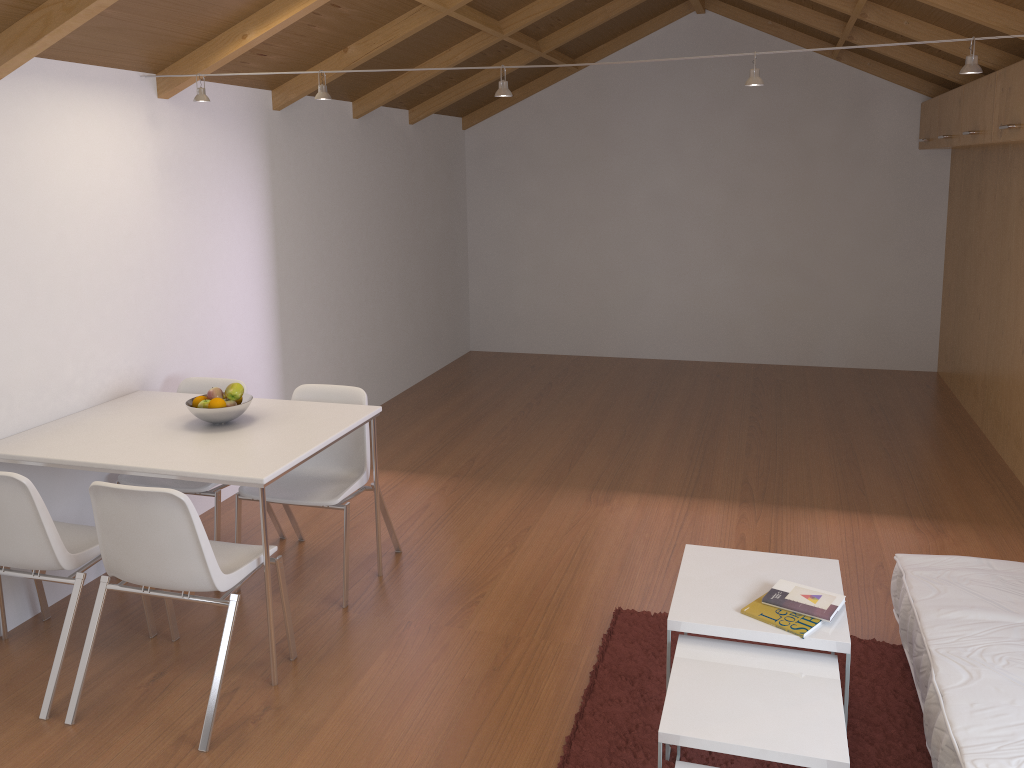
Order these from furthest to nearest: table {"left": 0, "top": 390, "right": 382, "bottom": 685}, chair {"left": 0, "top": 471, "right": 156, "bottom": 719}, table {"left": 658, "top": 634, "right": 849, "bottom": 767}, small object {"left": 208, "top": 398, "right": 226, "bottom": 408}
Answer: small object {"left": 208, "top": 398, "right": 226, "bottom": 408} → table {"left": 0, "top": 390, "right": 382, "bottom": 685} → chair {"left": 0, "top": 471, "right": 156, "bottom": 719} → table {"left": 658, "top": 634, "right": 849, "bottom": 767}

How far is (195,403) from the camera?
3.5m

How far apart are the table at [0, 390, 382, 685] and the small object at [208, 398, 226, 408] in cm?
10

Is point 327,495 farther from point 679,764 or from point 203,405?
point 679,764

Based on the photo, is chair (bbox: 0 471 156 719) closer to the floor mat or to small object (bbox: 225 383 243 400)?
small object (bbox: 225 383 243 400)

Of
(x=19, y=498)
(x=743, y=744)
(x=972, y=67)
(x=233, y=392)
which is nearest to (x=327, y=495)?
(x=233, y=392)

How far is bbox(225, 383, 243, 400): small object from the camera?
3.5 meters

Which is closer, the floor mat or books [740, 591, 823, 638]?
books [740, 591, 823, 638]

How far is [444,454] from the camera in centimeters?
543cm

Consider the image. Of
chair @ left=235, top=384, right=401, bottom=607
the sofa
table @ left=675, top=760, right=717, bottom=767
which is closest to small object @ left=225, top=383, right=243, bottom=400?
chair @ left=235, top=384, right=401, bottom=607
